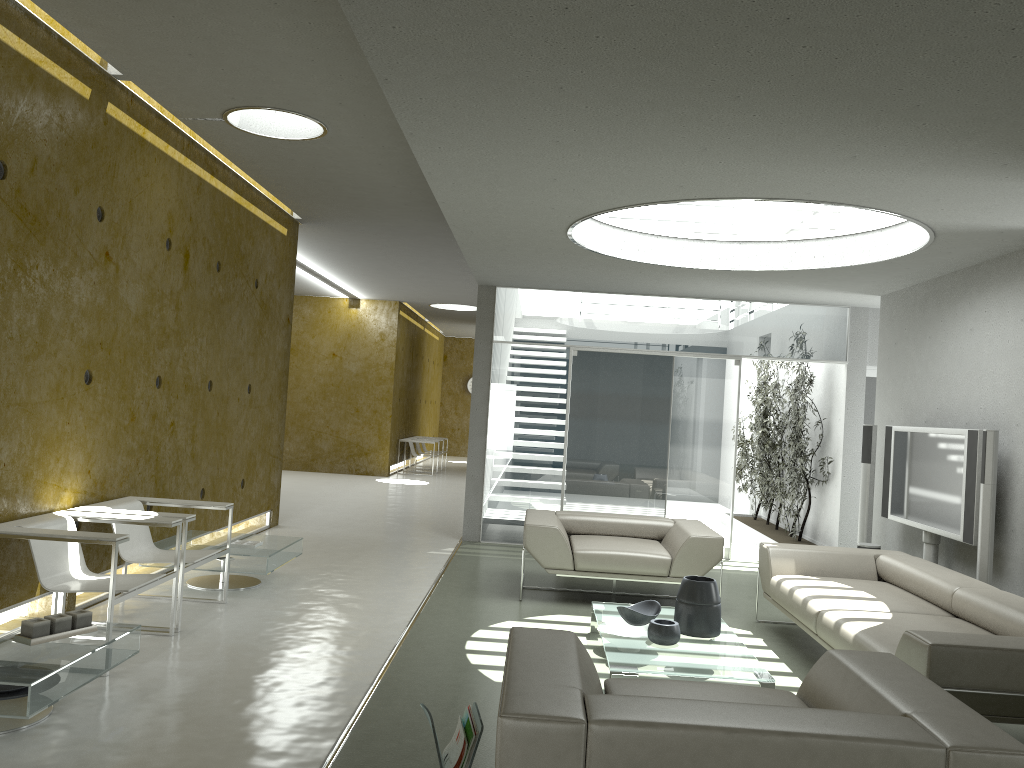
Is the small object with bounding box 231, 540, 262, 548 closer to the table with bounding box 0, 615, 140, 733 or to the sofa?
the table with bounding box 0, 615, 140, 733

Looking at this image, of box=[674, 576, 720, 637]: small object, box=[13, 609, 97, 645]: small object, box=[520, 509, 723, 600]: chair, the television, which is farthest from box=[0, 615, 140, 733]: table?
the television

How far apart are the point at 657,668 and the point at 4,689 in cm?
284

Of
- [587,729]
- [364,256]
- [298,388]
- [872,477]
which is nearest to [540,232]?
[872,477]

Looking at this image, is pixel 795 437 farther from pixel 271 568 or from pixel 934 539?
pixel 271 568

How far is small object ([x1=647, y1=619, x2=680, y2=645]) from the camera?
4.72m

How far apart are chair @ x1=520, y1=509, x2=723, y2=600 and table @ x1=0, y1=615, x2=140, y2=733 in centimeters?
306cm

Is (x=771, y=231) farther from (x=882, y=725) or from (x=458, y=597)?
(x=882, y=725)

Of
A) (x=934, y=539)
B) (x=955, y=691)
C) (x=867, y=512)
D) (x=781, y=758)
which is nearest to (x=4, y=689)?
(x=781, y=758)

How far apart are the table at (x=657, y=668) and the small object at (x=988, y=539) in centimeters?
171cm
